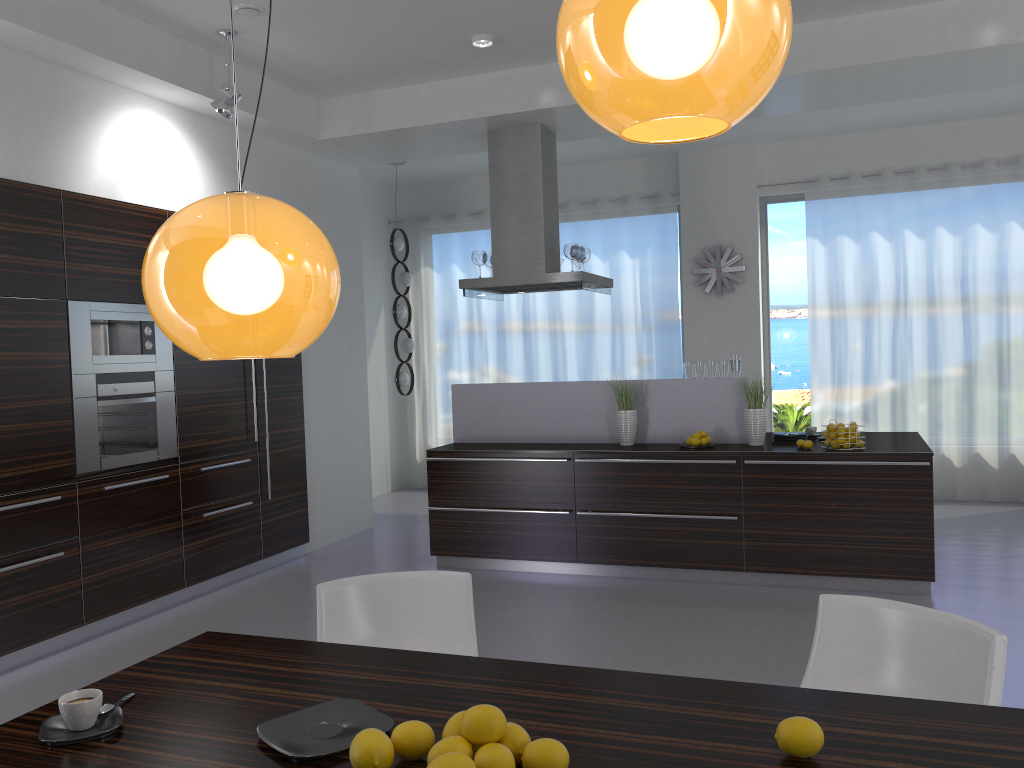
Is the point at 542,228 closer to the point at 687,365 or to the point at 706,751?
the point at 687,365

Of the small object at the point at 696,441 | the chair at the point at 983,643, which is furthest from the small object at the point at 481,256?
the chair at the point at 983,643

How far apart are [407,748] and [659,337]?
7.8 meters

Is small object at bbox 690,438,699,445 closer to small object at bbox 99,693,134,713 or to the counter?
the counter

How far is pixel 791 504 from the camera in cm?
547

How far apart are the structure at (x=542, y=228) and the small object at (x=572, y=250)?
0.1m

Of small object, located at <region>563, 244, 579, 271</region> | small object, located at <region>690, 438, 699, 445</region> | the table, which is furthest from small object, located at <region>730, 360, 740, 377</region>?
the table

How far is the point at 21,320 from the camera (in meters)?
4.57

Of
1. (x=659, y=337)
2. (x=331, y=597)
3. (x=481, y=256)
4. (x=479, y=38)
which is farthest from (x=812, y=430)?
(x=331, y=597)

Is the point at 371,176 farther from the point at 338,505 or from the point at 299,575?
the point at 299,575
